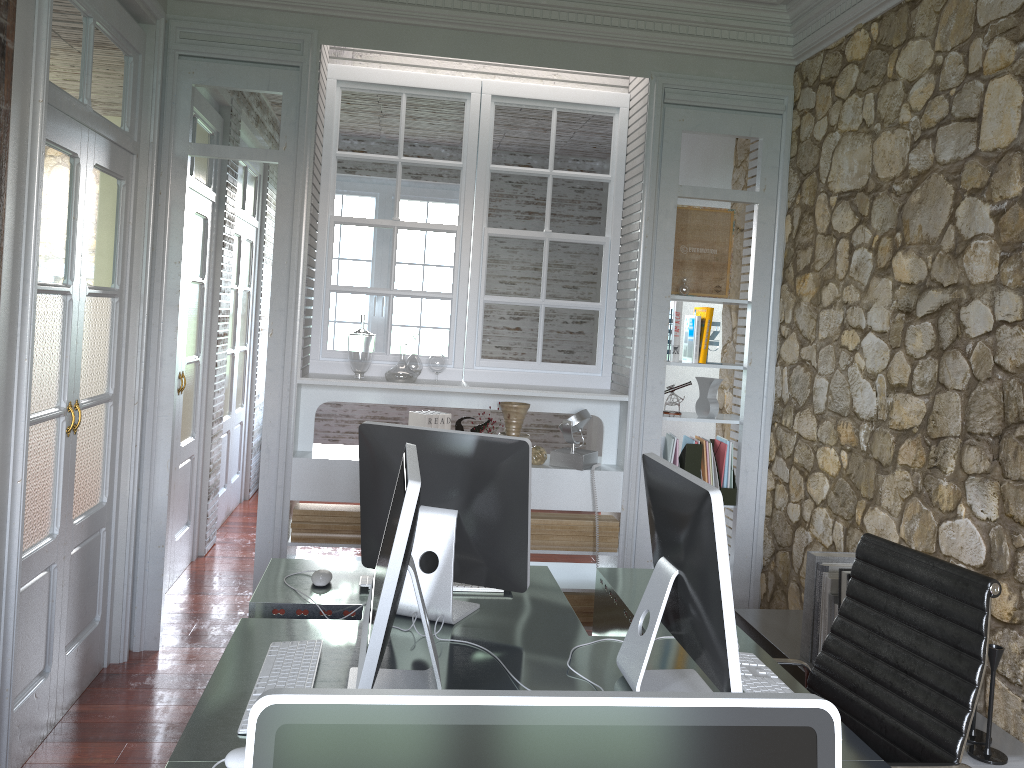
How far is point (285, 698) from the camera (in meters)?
0.70

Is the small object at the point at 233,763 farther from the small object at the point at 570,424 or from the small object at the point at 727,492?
the small object at the point at 727,492

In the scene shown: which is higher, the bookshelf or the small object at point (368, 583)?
the small object at point (368, 583)

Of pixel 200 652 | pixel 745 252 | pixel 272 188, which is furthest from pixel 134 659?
pixel 272 188

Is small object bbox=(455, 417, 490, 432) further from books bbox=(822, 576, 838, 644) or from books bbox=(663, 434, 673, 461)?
books bbox=(822, 576, 838, 644)

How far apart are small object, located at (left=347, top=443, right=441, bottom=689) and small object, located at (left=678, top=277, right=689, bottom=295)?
2.4 meters

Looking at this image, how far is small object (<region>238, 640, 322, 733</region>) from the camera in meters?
1.8 m

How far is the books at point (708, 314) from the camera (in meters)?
4.16

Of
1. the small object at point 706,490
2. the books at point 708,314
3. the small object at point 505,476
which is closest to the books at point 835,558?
the small object at point 706,490

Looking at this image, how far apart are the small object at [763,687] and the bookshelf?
0.7m
